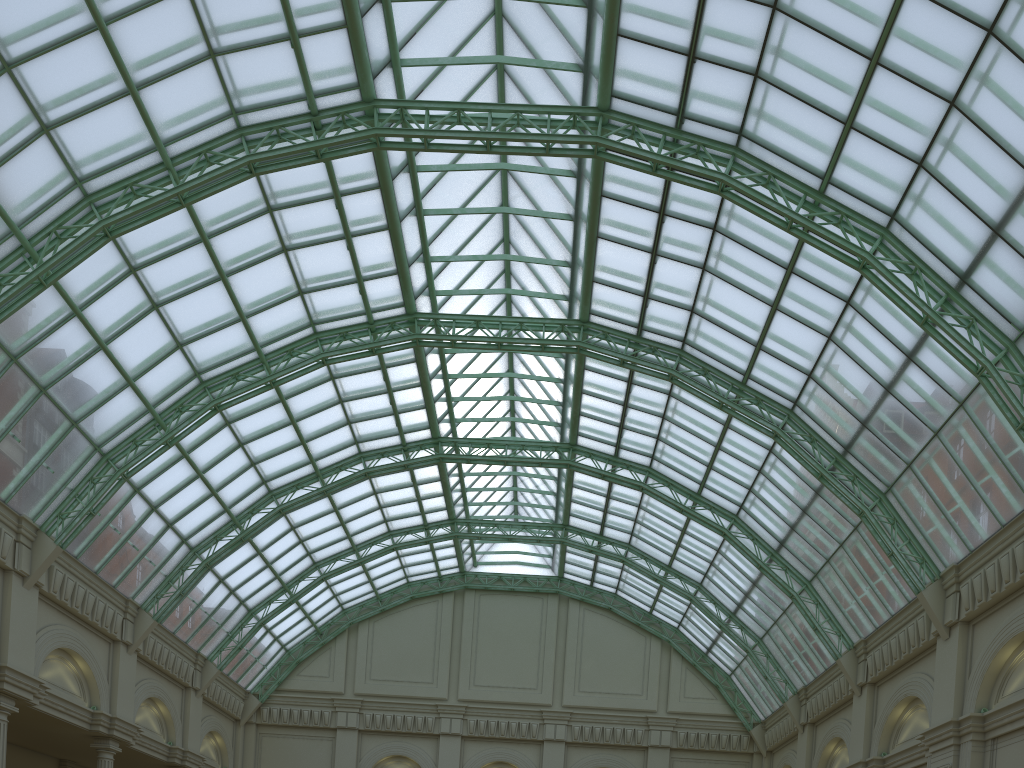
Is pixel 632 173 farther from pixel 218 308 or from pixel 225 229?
pixel 218 308

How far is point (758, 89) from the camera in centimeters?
2893cm
